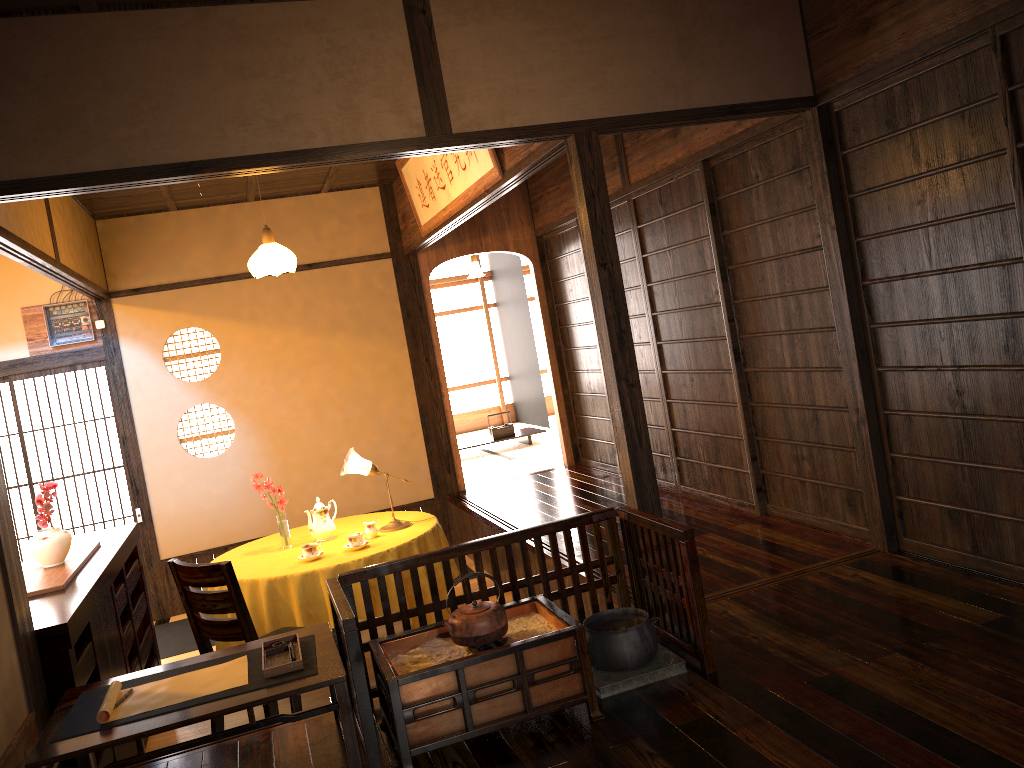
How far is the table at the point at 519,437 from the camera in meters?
9.5

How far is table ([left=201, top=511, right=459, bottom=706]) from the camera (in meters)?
4.45

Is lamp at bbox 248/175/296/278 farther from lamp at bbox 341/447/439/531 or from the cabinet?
the cabinet

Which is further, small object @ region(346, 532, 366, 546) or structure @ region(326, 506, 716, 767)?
small object @ region(346, 532, 366, 546)

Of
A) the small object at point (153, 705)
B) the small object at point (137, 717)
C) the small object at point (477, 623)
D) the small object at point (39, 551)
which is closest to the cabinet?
the small object at point (39, 551)

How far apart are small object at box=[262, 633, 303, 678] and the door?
4.2m

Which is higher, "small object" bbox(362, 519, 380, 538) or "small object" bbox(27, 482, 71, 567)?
"small object" bbox(27, 482, 71, 567)

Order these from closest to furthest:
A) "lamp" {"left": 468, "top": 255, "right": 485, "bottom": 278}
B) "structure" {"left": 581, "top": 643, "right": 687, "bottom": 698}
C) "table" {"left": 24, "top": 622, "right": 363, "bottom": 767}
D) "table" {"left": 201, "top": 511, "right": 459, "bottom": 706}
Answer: "table" {"left": 24, "top": 622, "right": 363, "bottom": 767} → "structure" {"left": 581, "top": 643, "right": 687, "bottom": 698} → "table" {"left": 201, "top": 511, "right": 459, "bottom": 706} → "lamp" {"left": 468, "top": 255, "right": 485, "bottom": 278}

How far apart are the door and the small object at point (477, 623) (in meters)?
4.59

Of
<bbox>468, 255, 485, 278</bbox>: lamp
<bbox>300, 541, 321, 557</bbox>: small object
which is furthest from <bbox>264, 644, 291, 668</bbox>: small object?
<bbox>468, 255, 485, 278</bbox>: lamp
